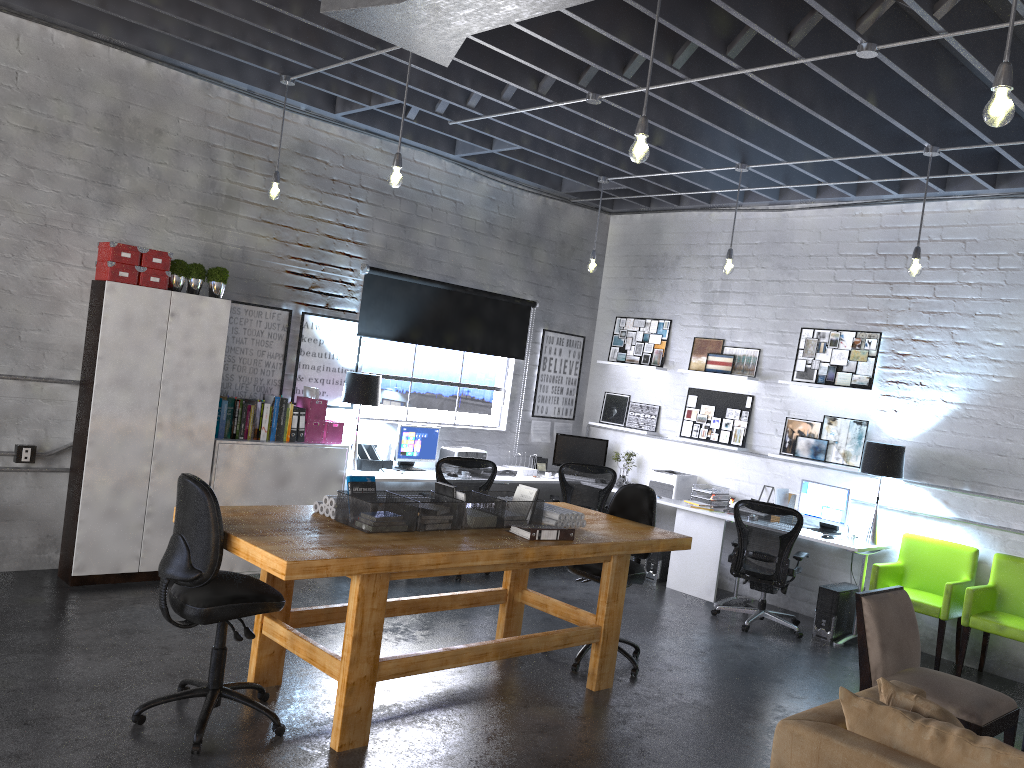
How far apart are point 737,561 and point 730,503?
1.2m

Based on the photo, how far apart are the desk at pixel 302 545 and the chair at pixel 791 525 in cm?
180

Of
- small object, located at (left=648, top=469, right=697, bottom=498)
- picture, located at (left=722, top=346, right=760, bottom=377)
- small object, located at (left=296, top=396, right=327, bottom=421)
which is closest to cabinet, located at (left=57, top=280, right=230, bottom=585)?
small object, located at (left=296, top=396, right=327, bottom=421)

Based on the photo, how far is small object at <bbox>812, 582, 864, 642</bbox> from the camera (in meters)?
7.01

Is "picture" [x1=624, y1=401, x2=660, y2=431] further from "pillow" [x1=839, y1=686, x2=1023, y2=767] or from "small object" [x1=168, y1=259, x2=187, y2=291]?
"pillow" [x1=839, y1=686, x2=1023, y2=767]

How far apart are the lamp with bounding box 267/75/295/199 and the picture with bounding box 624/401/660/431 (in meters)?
4.53

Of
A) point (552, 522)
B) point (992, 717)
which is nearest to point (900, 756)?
point (992, 717)

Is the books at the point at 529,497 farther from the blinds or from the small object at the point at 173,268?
the blinds

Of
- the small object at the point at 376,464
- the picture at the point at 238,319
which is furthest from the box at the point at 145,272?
the small object at the point at 376,464

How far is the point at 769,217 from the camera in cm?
843
